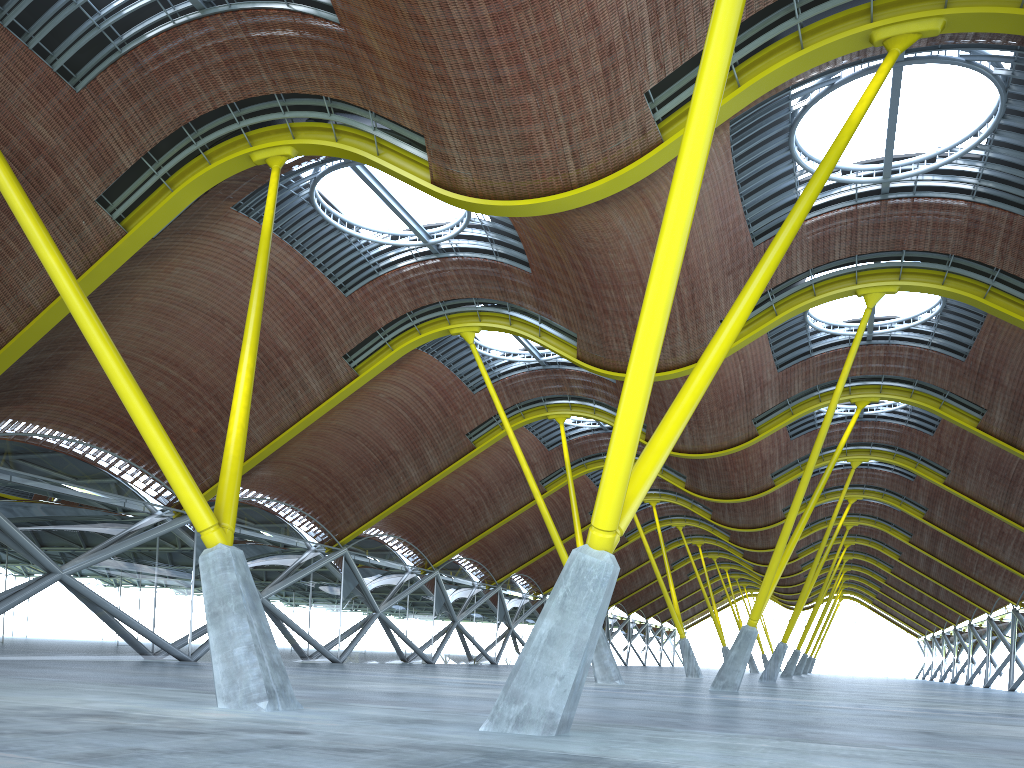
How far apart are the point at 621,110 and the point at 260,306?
8.96m
